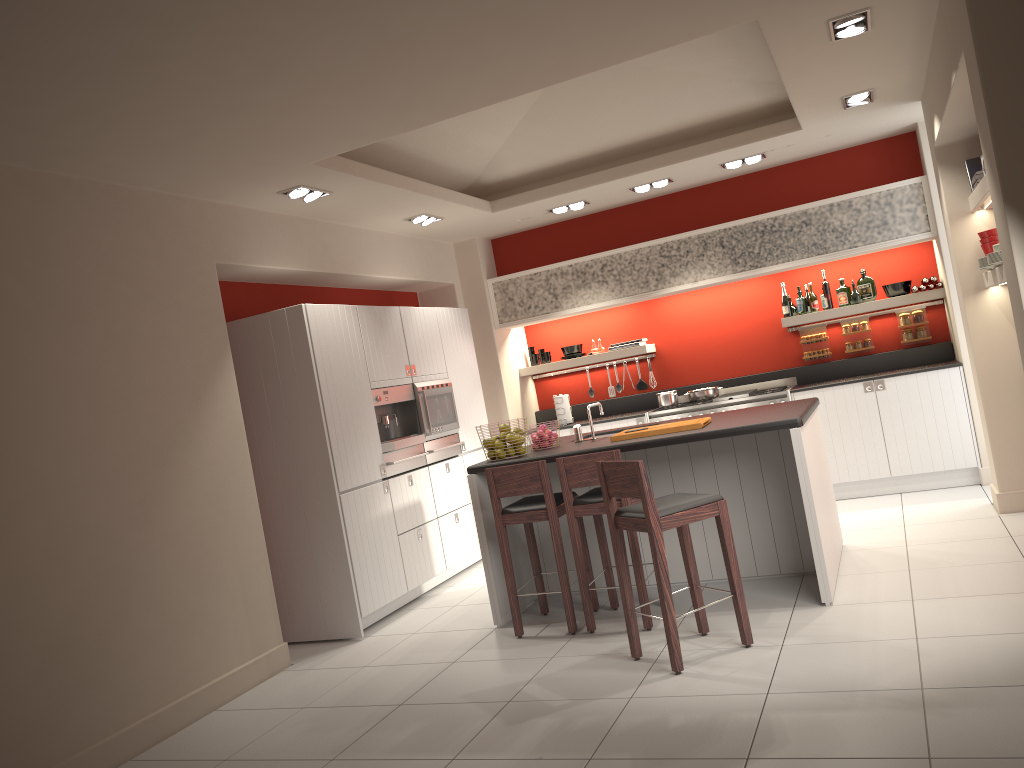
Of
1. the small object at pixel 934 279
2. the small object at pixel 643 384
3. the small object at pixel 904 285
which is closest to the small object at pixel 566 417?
the small object at pixel 643 384

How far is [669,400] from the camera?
8.2m

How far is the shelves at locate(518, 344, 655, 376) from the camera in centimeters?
871cm

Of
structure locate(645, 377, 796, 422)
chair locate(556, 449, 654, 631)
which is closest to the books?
structure locate(645, 377, 796, 422)

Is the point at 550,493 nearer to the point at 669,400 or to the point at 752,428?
the point at 752,428

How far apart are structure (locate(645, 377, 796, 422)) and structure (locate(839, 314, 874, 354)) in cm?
62

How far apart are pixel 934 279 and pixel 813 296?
1.0 meters

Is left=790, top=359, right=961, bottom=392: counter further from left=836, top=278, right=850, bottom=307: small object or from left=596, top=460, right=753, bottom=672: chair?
left=596, top=460, right=753, bottom=672: chair

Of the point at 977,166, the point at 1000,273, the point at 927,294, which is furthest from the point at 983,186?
the point at 927,294

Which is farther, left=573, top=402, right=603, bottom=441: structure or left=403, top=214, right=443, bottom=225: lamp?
left=403, top=214, right=443, bottom=225: lamp
